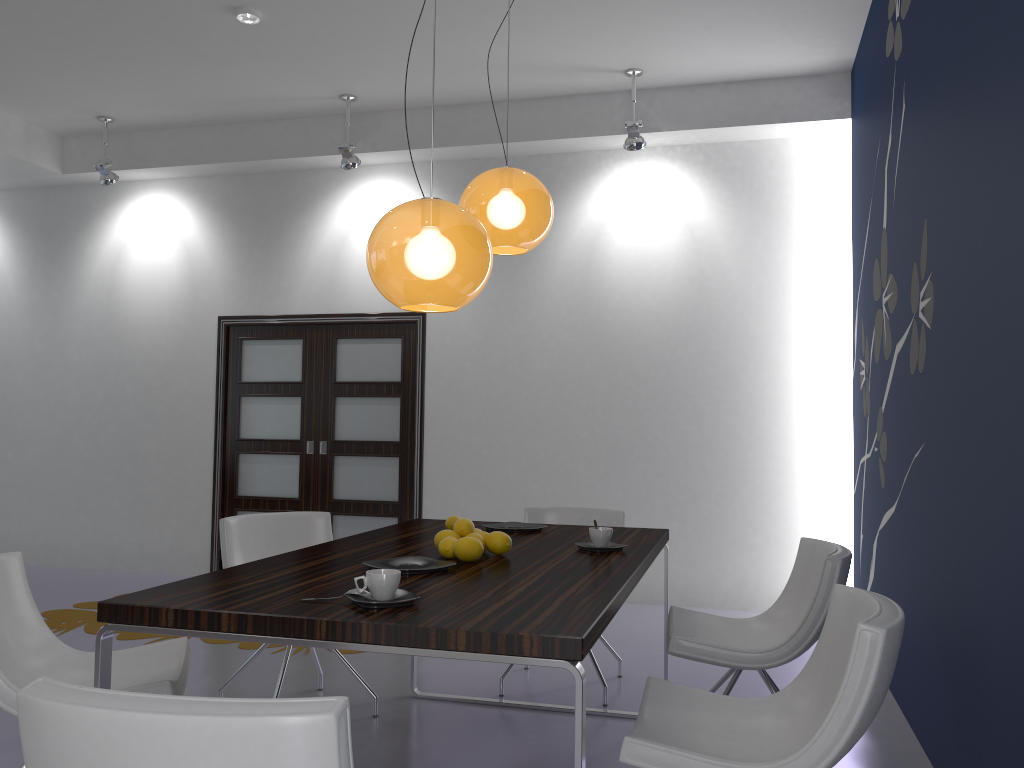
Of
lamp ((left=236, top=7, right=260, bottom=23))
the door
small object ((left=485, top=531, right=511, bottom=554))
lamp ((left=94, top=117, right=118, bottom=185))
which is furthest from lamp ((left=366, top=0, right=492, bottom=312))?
lamp ((left=94, top=117, right=118, bottom=185))

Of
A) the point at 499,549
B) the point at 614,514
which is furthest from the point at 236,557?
the point at 614,514

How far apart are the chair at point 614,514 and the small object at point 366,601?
2.33m

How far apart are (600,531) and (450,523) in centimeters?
68cm

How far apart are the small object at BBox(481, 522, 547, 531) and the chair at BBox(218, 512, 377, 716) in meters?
0.9

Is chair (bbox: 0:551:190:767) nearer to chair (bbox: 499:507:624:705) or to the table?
the table

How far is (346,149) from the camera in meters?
6.1

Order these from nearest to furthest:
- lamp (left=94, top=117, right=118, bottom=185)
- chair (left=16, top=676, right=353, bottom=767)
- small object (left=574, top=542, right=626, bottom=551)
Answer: chair (left=16, top=676, right=353, bottom=767) < small object (left=574, top=542, right=626, bottom=551) < lamp (left=94, top=117, right=118, bottom=185)

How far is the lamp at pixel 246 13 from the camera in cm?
490

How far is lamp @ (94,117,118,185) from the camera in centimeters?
665cm
